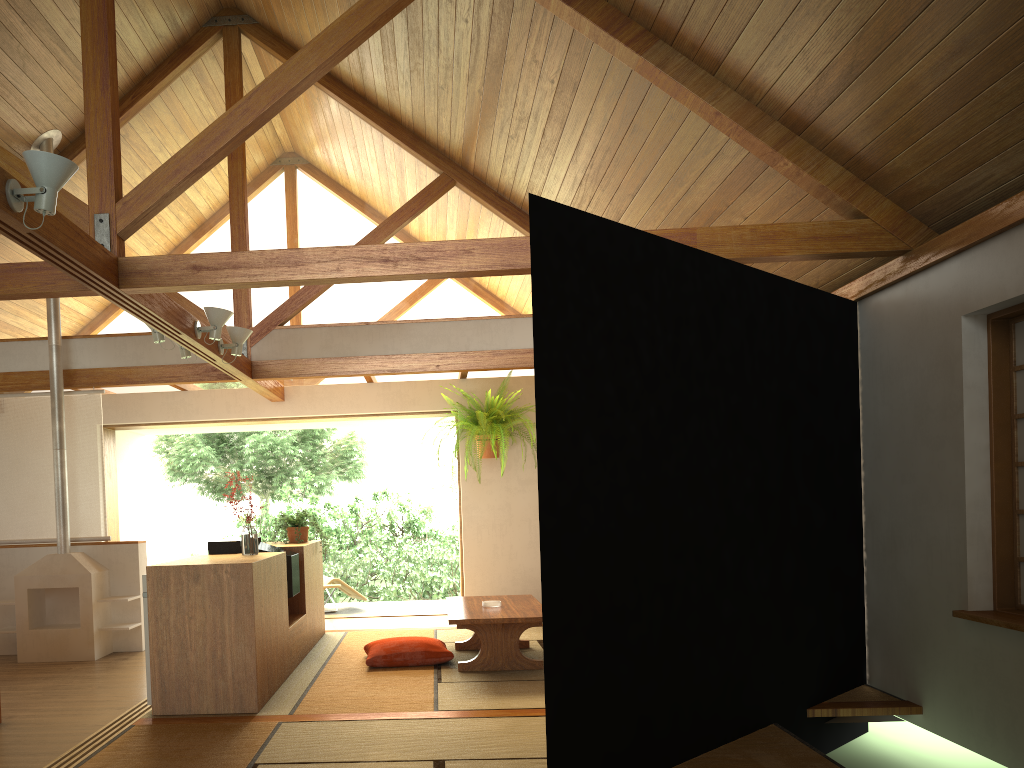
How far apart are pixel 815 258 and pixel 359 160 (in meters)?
4.14

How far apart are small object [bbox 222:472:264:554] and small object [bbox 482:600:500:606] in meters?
1.5 m

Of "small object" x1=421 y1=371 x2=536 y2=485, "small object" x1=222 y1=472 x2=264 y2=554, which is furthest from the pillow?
"small object" x1=421 y1=371 x2=536 y2=485

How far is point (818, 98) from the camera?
3.7 meters

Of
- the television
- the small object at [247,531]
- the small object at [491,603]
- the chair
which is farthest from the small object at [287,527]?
the chair

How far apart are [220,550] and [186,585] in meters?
1.0 m

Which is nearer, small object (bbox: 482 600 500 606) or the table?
the table

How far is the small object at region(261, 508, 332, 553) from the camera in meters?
6.3 m

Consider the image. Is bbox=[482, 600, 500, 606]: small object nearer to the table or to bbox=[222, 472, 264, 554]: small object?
the table

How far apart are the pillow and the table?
0.2m
